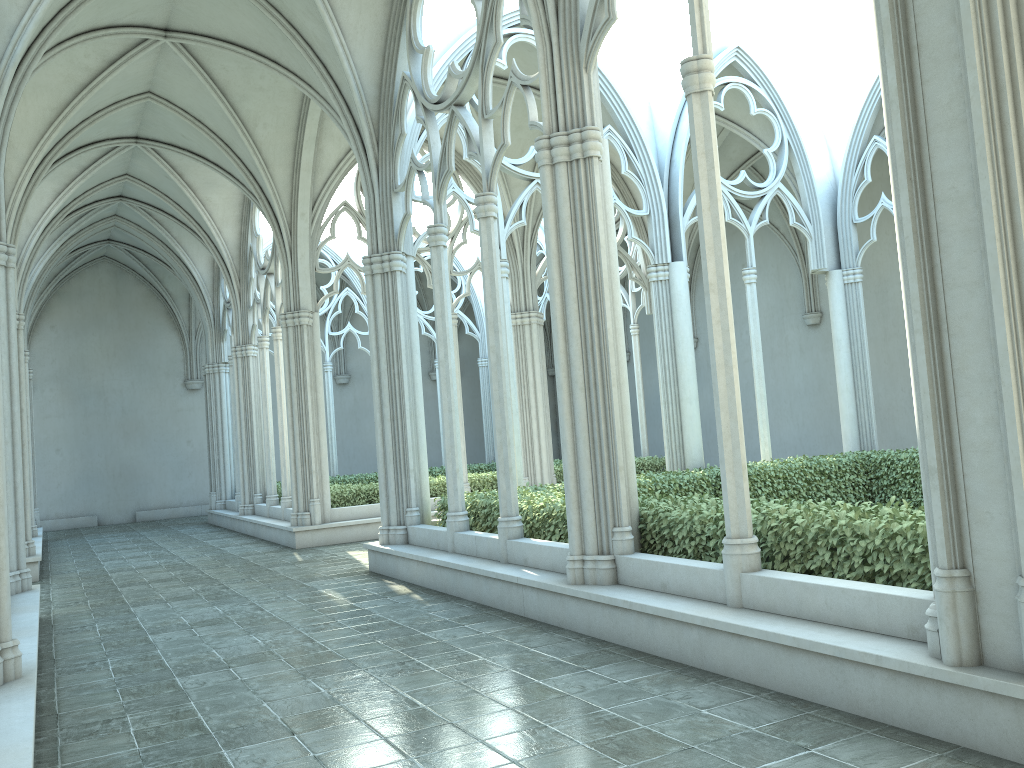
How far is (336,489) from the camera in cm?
1620

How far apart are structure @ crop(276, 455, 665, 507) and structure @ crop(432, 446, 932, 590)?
5.27m

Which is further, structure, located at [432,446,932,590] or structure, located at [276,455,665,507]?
structure, located at [276,455,665,507]

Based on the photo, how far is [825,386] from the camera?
21.4 meters

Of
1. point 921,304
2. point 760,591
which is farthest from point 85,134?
point 921,304

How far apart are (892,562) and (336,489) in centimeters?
1223cm

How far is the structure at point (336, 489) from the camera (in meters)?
16.20

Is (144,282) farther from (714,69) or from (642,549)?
→ (714,69)

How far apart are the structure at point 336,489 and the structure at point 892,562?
5.3m

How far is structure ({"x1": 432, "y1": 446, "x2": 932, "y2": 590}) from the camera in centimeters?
530cm
